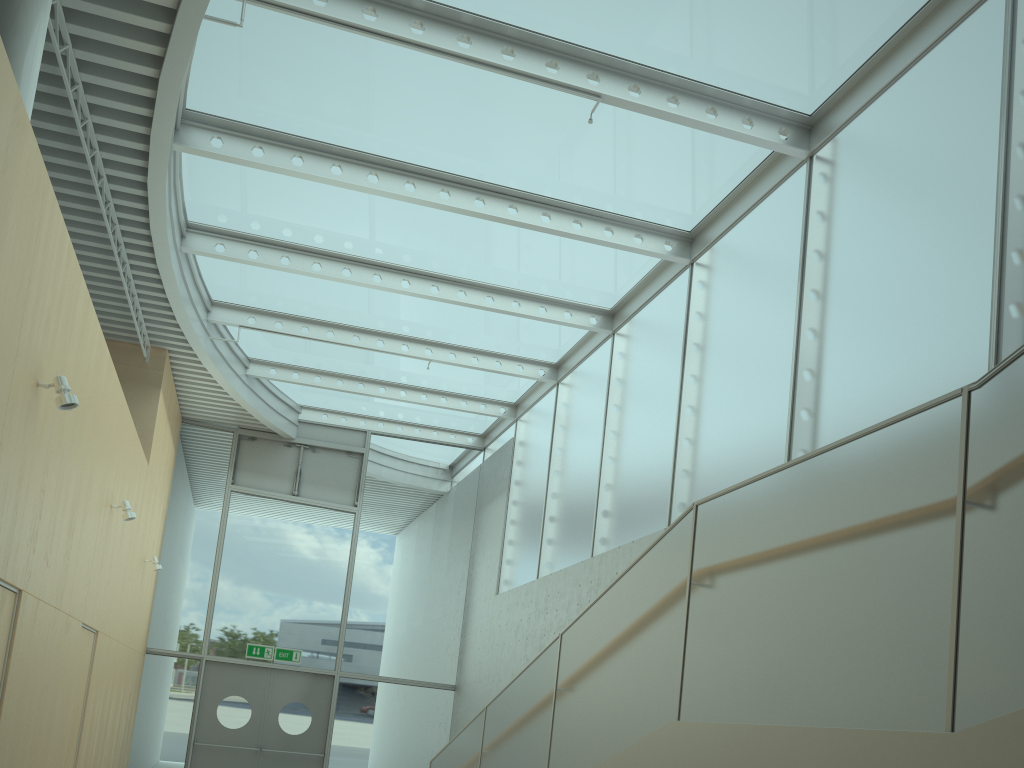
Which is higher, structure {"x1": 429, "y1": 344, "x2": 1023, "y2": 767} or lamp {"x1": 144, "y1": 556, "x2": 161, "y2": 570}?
lamp {"x1": 144, "y1": 556, "x2": 161, "y2": 570}

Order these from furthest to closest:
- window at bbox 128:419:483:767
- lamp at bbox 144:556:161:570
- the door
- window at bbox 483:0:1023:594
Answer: window at bbox 128:419:483:767 → the door → lamp at bbox 144:556:161:570 → window at bbox 483:0:1023:594

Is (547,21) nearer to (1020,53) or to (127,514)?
(1020,53)

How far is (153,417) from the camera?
10.2 meters

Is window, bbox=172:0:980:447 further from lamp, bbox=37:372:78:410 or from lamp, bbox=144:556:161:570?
lamp, bbox=144:556:161:570

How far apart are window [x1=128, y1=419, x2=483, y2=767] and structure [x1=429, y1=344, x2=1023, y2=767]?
5.6 meters

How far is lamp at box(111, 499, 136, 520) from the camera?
7.7m

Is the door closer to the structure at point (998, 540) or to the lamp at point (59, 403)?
the structure at point (998, 540)

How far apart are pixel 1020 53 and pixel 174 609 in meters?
11.8

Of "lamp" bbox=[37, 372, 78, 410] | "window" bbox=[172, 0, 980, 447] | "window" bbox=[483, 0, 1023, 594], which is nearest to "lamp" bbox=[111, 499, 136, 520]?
"window" bbox=[172, 0, 980, 447]
